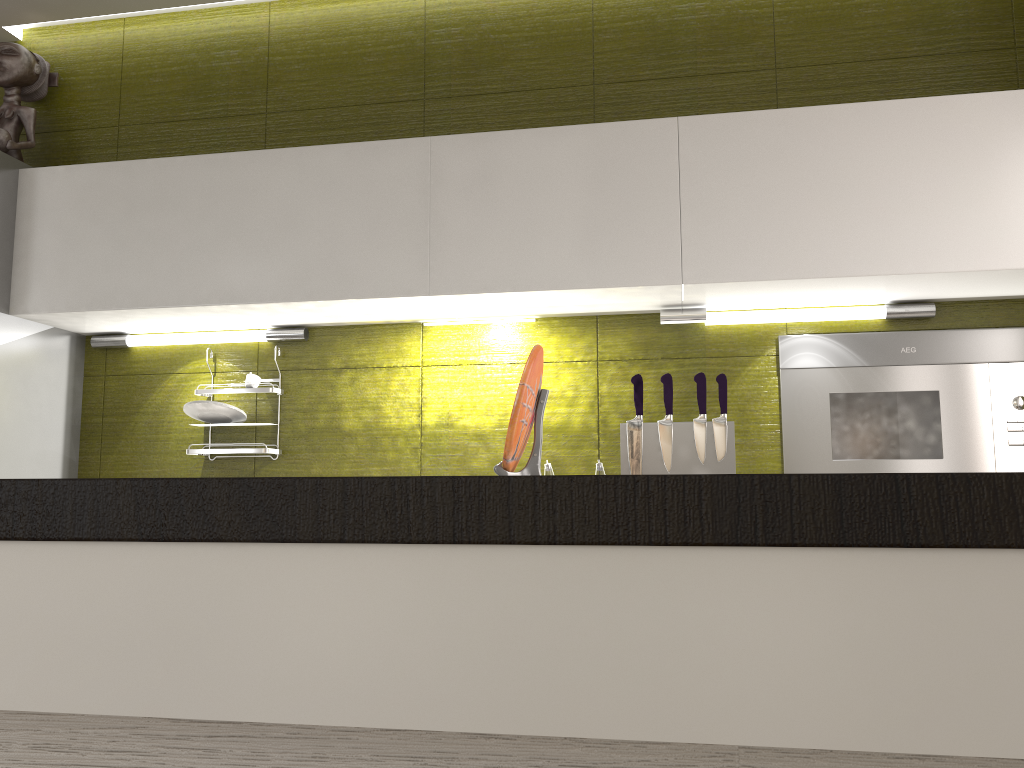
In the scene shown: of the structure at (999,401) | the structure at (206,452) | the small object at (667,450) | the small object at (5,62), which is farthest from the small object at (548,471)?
the small object at (5,62)

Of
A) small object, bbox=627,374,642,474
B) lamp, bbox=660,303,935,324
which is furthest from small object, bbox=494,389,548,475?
lamp, bbox=660,303,935,324

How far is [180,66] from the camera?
2.9m

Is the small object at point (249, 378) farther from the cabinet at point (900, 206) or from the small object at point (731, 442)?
the small object at point (731, 442)

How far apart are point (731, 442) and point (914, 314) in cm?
61

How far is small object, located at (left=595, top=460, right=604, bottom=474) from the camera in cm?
237

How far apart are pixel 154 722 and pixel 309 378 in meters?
1.8

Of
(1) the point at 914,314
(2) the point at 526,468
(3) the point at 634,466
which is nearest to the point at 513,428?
(2) the point at 526,468

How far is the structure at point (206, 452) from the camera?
2.6 meters

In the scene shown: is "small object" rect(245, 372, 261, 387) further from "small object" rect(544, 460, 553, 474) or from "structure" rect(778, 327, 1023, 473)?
"structure" rect(778, 327, 1023, 473)
